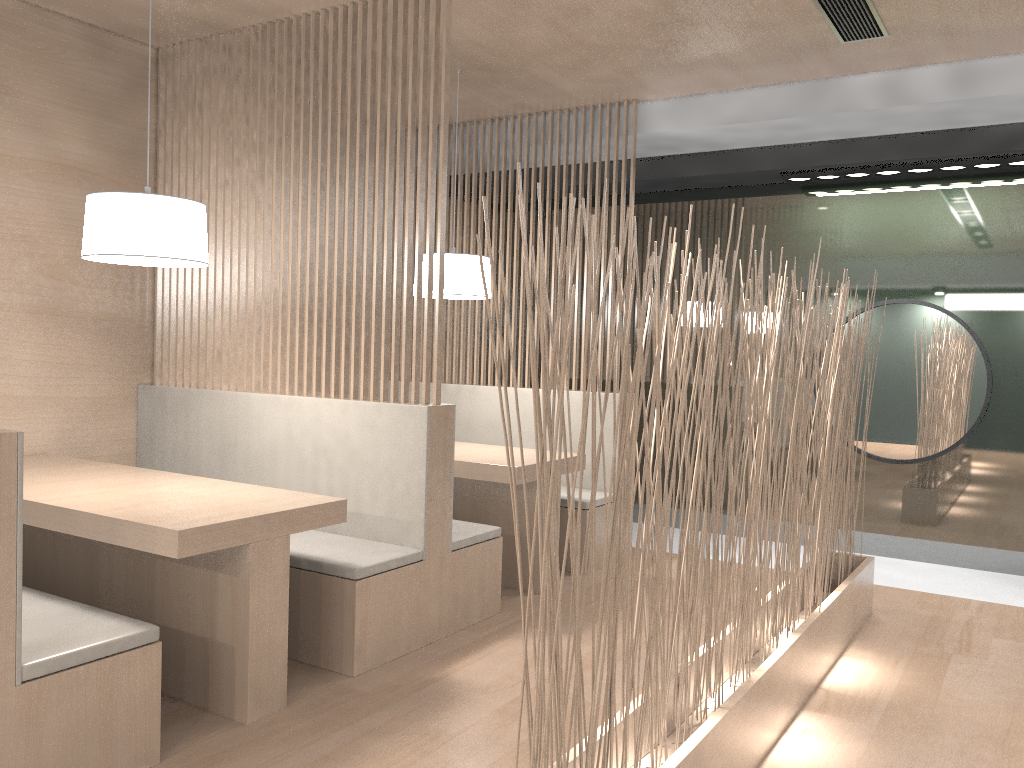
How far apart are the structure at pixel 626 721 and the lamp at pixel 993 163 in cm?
94

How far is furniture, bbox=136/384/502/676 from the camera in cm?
197

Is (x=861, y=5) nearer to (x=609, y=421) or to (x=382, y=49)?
(x=382, y=49)

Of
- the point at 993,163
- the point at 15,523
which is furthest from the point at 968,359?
the point at 15,523

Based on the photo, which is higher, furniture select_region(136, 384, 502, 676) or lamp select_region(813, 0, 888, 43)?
lamp select_region(813, 0, 888, 43)

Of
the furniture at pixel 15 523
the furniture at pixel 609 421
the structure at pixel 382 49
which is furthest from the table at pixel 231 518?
the furniture at pixel 609 421

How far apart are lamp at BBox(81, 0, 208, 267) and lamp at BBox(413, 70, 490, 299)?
0.89m

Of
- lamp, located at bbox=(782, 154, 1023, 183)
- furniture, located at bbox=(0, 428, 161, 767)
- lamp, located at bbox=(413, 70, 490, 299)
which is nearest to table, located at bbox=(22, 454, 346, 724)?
furniture, located at bbox=(0, 428, 161, 767)

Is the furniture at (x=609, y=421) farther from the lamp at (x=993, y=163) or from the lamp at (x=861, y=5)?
the lamp at (x=861, y=5)

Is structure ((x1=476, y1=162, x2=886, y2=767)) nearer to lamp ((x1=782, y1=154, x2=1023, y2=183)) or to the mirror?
the mirror
